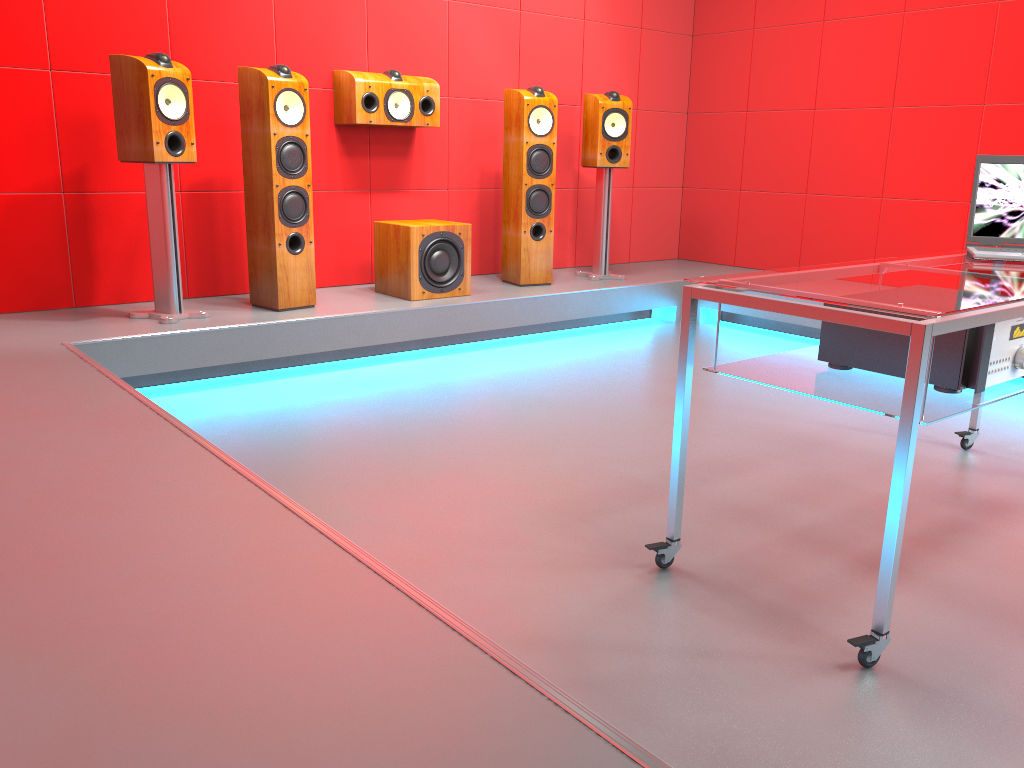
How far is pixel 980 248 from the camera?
2.59m

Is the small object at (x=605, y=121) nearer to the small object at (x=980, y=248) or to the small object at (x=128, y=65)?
the small object at (x=128, y=65)

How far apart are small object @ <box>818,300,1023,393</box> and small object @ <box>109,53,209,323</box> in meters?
2.6 m

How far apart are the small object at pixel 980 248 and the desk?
0.0 meters

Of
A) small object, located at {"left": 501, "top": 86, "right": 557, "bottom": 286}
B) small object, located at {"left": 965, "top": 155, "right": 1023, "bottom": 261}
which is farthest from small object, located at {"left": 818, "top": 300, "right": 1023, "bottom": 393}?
small object, located at {"left": 501, "top": 86, "right": 557, "bottom": 286}

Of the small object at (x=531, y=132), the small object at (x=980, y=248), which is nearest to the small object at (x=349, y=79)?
the small object at (x=531, y=132)

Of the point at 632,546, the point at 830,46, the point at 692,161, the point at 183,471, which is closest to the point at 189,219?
the point at 183,471

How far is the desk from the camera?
1.6 meters

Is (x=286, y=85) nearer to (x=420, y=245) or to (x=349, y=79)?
(x=349, y=79)

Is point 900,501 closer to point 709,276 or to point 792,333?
point 709,276
